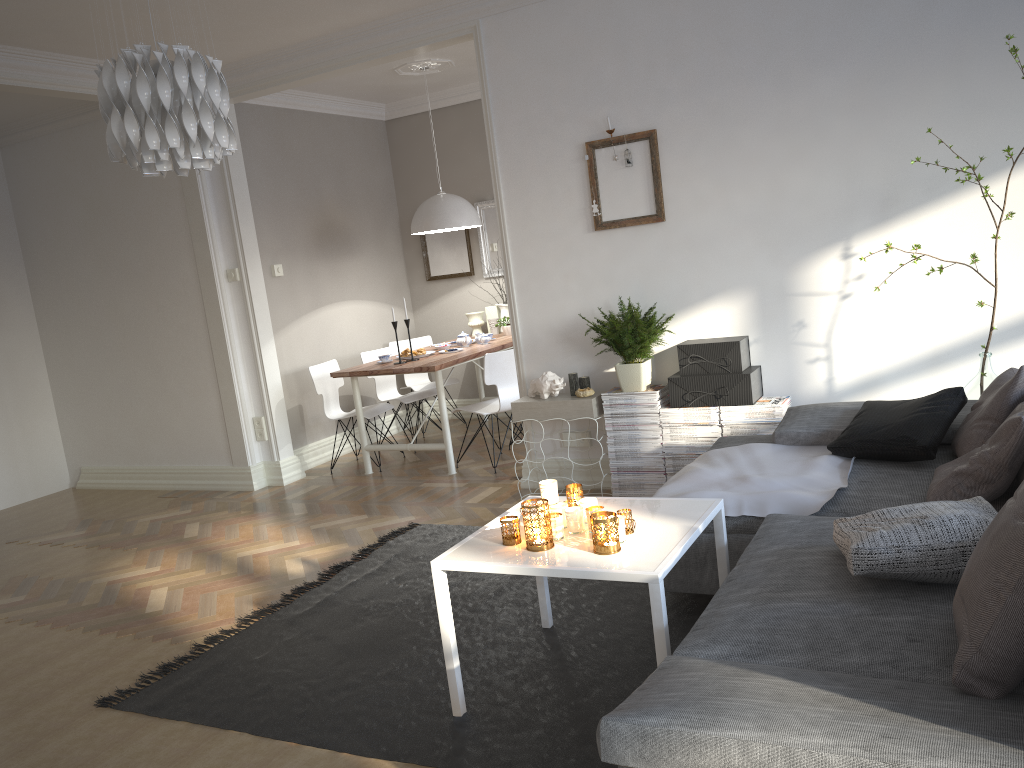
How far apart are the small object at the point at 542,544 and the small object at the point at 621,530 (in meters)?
0.21

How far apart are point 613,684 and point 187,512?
3.9m

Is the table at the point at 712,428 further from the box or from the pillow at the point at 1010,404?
the pillow at the point at 1010,404

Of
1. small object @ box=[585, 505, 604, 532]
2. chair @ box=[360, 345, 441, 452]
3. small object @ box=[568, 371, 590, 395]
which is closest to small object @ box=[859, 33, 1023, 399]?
small object @ box=[568, 371, 590, 395]

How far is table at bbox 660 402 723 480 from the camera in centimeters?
446cm

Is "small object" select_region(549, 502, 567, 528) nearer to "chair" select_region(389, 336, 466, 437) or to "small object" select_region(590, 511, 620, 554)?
"small object" select_region(590, 511, 620, 554)

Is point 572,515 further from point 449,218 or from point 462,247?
point 462,247

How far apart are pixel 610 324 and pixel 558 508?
1.9m

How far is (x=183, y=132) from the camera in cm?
254

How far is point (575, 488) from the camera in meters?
3.0 m
